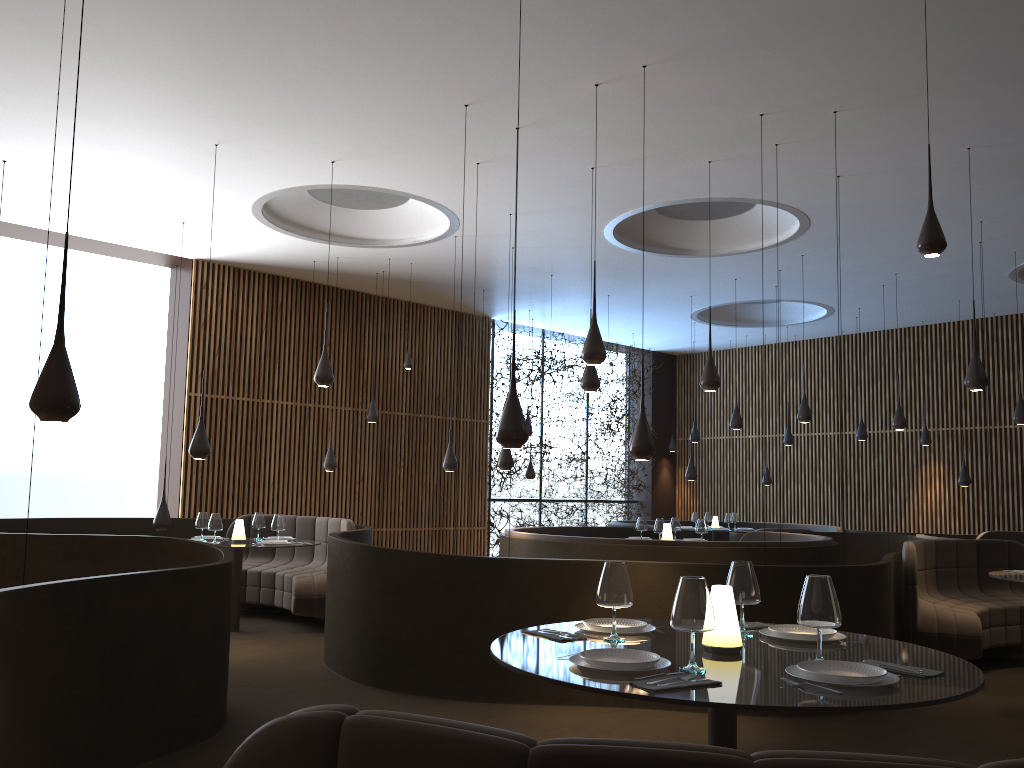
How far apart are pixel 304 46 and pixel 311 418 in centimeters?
788cm

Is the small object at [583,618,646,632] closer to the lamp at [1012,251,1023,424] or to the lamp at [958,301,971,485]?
the lamp at [1012,251,1023,424]

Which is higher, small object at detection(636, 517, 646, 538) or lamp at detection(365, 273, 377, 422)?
lamp at detection(365, 273, 377, 422)

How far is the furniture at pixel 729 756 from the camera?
1.3m

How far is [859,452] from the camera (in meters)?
16.87

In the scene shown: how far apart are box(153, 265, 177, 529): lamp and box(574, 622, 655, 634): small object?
7.2m

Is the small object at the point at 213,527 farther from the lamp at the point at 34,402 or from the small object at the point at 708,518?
the small object at the point at 708,518

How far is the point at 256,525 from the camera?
9.50m

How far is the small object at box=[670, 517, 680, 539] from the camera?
11.04m

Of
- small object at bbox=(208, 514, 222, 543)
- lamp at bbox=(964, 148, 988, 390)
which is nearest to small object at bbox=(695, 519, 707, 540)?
lamp at bbox=(964, 148, 988, 390)
